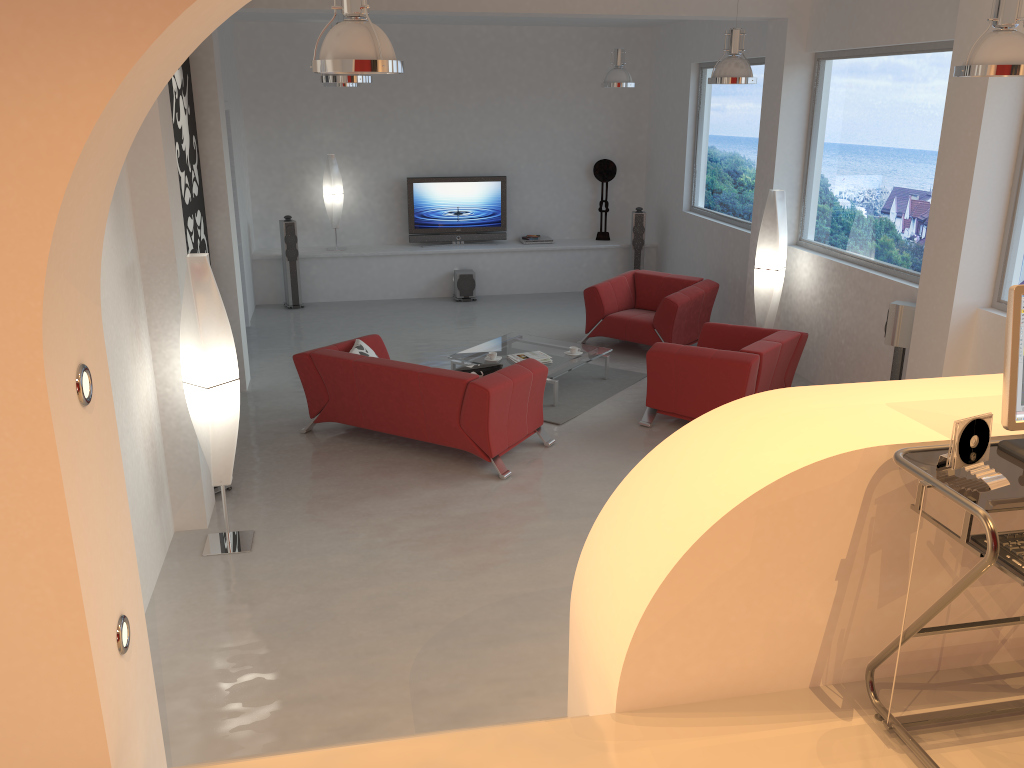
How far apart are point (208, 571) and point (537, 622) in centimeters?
196cm

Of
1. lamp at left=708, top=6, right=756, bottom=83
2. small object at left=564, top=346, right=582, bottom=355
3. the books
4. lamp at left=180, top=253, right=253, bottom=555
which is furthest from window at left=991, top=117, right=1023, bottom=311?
lamp at left=180, top=253, right=253, bottom=555

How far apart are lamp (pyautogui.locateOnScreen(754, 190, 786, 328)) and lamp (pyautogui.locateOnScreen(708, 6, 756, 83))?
1.55m

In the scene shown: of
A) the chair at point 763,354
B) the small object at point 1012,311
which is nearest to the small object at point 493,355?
the chair at point 763,354

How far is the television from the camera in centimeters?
1201cm

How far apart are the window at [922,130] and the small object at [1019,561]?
5.5m

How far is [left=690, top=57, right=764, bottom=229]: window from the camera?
9.8 meters

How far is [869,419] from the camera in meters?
2.5

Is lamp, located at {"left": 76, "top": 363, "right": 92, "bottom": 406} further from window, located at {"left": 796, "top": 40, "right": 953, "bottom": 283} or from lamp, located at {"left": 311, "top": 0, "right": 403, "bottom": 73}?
window, located at {"left": 796, "top": 40, "right": 953, "bottom": 283}

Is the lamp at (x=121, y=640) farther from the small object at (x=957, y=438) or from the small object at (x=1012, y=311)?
the small object at (x=1012, y=311)
